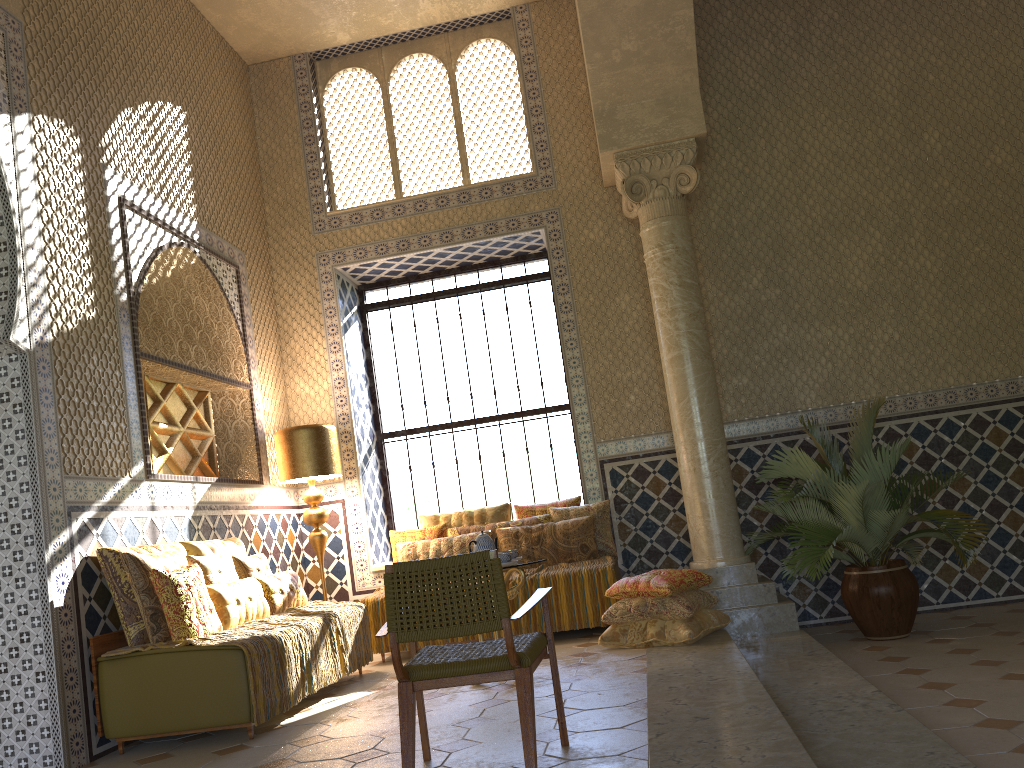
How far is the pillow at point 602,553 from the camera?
10.2 meters

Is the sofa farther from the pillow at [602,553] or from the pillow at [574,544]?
the pillow at [602,553]

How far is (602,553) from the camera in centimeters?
1020cm

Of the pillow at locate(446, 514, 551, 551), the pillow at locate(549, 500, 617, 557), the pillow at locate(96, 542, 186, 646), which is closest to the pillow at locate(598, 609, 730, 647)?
the pillow at locate(549, 500, 617, 557)

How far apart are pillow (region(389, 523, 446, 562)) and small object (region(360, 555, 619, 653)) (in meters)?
0.67

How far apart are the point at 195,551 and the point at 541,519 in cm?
397

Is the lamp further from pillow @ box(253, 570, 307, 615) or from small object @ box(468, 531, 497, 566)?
small object @ box(468, 531, 497, 566)

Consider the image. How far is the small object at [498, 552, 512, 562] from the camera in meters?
7.4 m

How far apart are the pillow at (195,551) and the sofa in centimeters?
122cm

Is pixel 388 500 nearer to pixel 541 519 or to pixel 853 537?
pixel 541 519
